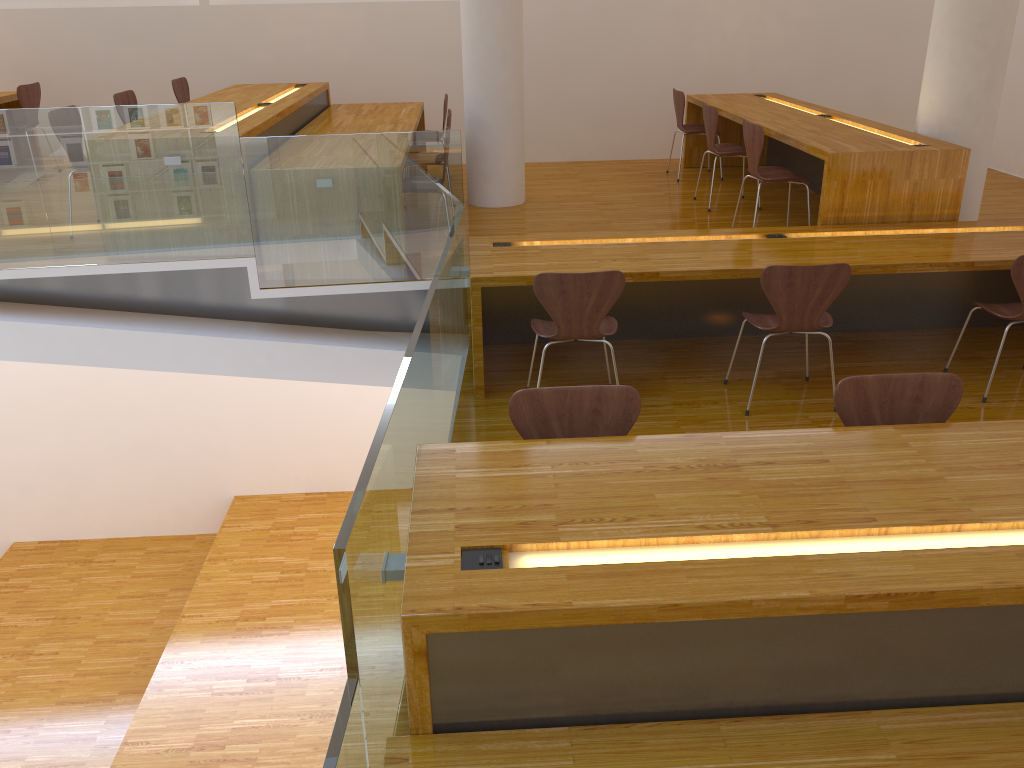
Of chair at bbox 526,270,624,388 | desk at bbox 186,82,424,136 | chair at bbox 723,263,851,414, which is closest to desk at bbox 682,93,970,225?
chair at bbox 723,263,851,414

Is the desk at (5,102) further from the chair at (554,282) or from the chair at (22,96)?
the chair at (554,282)

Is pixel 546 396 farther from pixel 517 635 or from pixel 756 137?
pixel 756 137

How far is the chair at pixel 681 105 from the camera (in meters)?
7.02

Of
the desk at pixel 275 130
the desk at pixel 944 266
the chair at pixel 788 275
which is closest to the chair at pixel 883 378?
the chair at pixel 788 275

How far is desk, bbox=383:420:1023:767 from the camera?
1.8 meters

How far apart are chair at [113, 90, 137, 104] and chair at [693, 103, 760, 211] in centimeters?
390cm

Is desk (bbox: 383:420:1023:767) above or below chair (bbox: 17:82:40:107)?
below

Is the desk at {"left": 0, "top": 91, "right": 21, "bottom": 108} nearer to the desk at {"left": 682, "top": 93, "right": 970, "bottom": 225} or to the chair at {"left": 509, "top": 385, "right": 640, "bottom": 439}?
the desk at {"left": 682, "top": 93, "right": 970, "bottom": 225}

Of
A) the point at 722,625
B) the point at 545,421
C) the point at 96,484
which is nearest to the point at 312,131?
the point at 545,421
